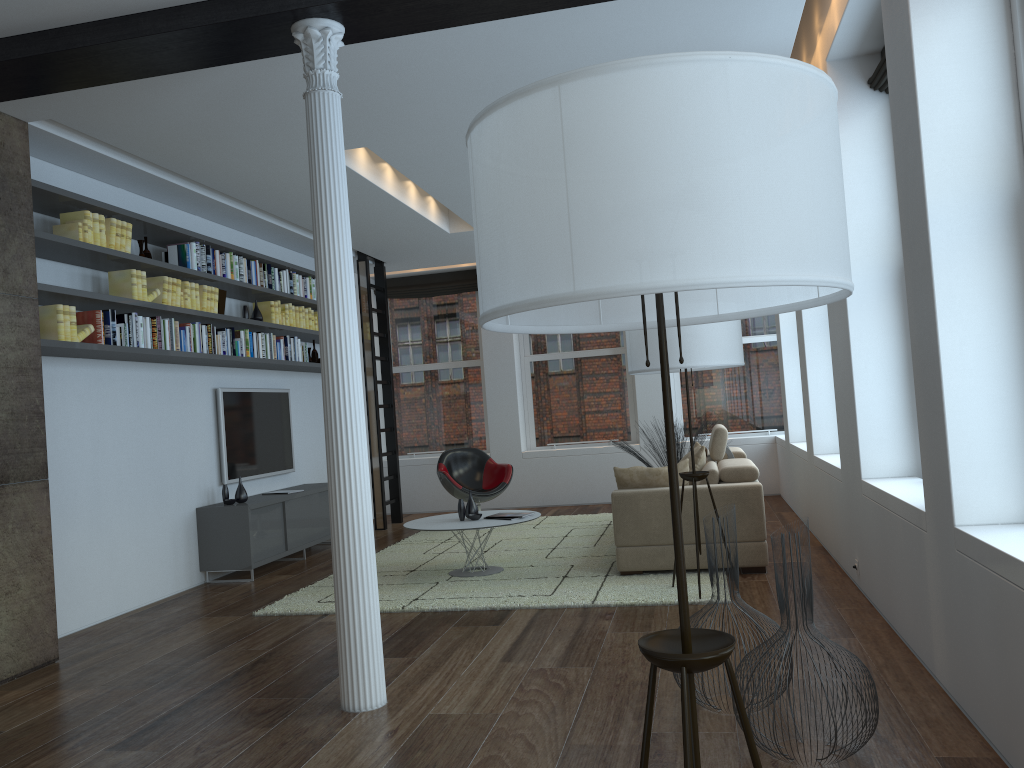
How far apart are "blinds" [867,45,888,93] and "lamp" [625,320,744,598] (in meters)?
1.47

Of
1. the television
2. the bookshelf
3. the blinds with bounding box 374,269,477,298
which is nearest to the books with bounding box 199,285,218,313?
the bookshelf

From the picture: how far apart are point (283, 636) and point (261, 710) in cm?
132

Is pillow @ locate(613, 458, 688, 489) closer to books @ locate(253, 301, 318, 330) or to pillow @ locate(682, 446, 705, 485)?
pillow @ locate(682, 446, 705, 485)

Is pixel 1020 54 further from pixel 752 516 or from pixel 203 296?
pixel 203 296

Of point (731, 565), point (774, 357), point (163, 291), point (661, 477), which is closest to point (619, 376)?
point (774, 357)

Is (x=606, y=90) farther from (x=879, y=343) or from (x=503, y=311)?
(x=879, y=343)

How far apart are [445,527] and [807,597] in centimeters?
363cm

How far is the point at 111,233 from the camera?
5.7 meters

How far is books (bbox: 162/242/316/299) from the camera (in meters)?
6.53
